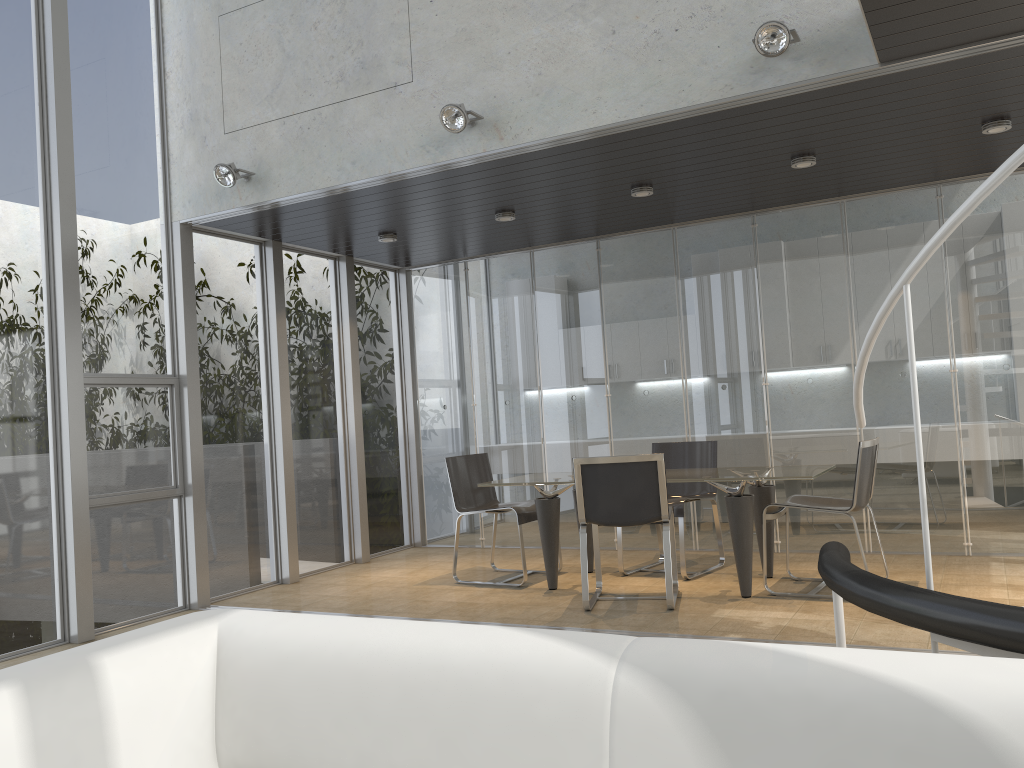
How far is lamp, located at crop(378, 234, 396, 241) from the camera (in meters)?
7.02

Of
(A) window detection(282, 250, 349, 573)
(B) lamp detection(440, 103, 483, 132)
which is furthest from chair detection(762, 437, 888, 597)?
(A) window detection(282, 250, 349, 573)

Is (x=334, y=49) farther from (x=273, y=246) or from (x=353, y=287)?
(x=353, y=287)

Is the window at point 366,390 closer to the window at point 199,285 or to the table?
the window at point 199,285

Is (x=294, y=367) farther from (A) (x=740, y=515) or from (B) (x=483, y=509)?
(A) (x=740, y=515)

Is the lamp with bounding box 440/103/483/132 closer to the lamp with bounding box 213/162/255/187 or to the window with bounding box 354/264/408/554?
the lamp with bounding box 213/162/255/187

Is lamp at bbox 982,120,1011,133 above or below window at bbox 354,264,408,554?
above

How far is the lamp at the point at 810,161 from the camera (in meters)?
5.52

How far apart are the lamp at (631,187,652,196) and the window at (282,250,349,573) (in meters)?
2.96

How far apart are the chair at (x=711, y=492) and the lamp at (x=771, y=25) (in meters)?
3.04
